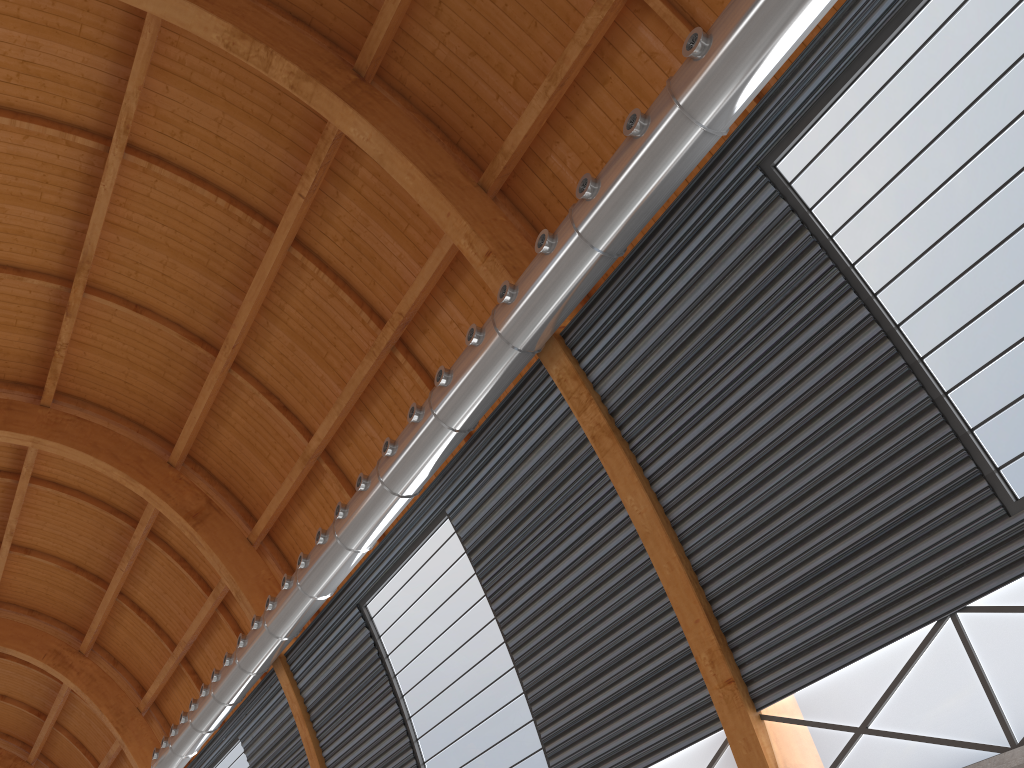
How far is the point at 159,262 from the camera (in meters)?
26.01

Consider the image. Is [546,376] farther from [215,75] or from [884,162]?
[215,75]

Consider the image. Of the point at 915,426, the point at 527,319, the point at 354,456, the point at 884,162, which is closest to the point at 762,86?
the point at 884,162
